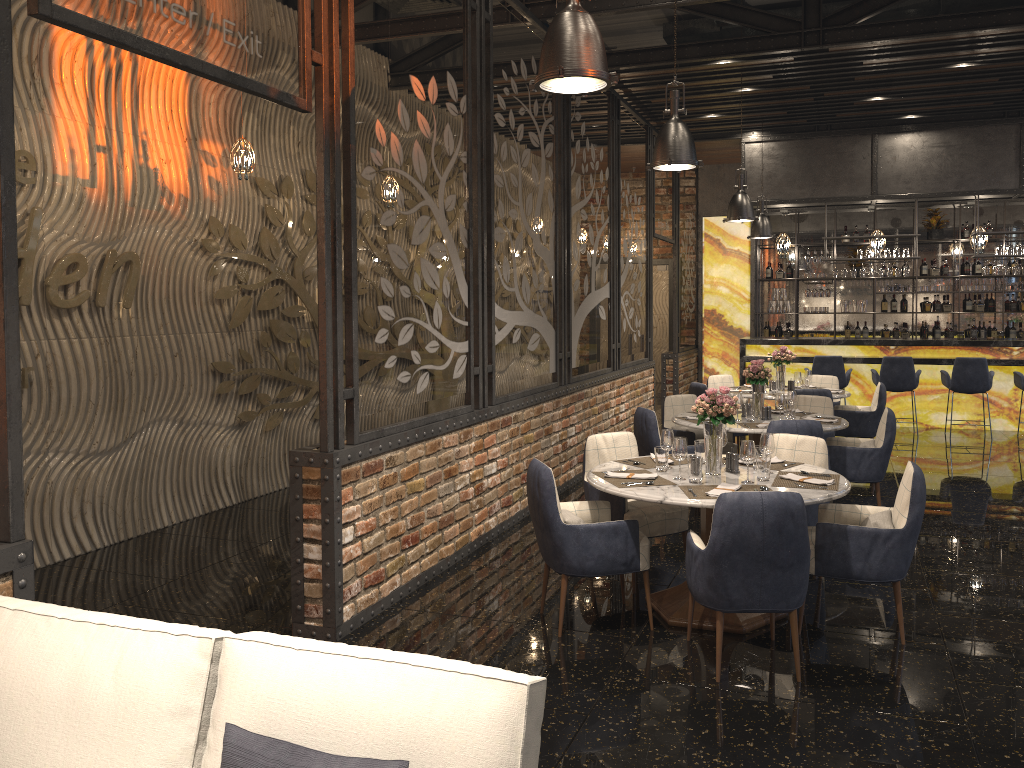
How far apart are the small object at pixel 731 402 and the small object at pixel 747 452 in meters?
0.2 m

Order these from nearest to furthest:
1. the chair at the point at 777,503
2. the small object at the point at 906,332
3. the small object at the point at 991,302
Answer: the chair at the point at 777,503 < the small object at the point at 991,302 < the small object at the point at 906,332

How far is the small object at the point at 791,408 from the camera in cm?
699

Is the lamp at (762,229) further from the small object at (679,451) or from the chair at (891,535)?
the small object at (679,451)

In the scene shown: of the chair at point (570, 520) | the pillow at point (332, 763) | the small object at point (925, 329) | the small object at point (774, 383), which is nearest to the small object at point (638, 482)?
the chair at point (570, 520)

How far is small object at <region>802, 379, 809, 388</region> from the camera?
9.3m

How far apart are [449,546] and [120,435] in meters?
2.6

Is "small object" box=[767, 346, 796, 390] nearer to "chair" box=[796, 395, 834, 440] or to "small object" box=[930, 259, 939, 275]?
"chair" box=[796, 395, 834, 440]

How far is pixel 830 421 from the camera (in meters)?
6.89

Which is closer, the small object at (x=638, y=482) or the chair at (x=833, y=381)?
the small object at (x=638, y=482)
